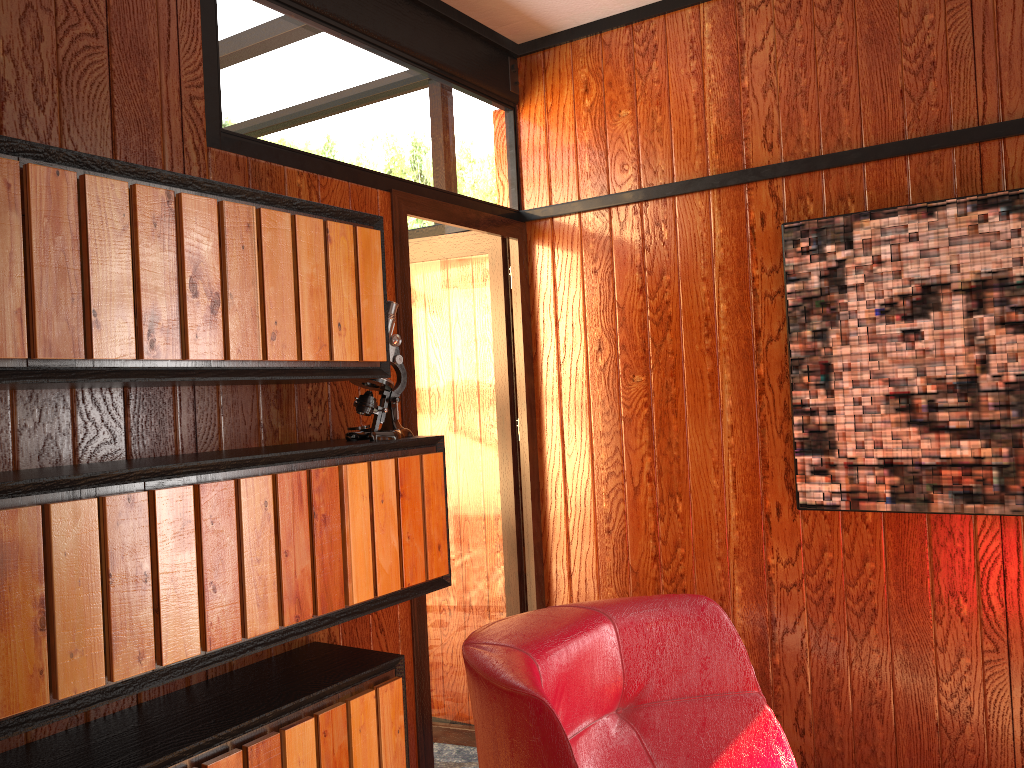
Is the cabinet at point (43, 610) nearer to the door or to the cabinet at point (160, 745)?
the cabinet at point (160, 745)

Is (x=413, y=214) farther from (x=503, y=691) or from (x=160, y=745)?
(x=503, y=691)

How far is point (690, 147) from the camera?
2.90m

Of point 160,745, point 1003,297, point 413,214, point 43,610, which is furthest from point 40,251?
point 1003,297

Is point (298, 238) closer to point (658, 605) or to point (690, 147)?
point (658, 605)

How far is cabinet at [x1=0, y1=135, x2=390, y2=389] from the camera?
1.4m

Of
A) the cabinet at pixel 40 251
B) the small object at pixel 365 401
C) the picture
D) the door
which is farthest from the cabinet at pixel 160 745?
the picture

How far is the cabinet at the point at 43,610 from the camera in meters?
1.4 m

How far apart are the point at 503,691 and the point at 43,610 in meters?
0.8

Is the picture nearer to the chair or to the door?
the door
